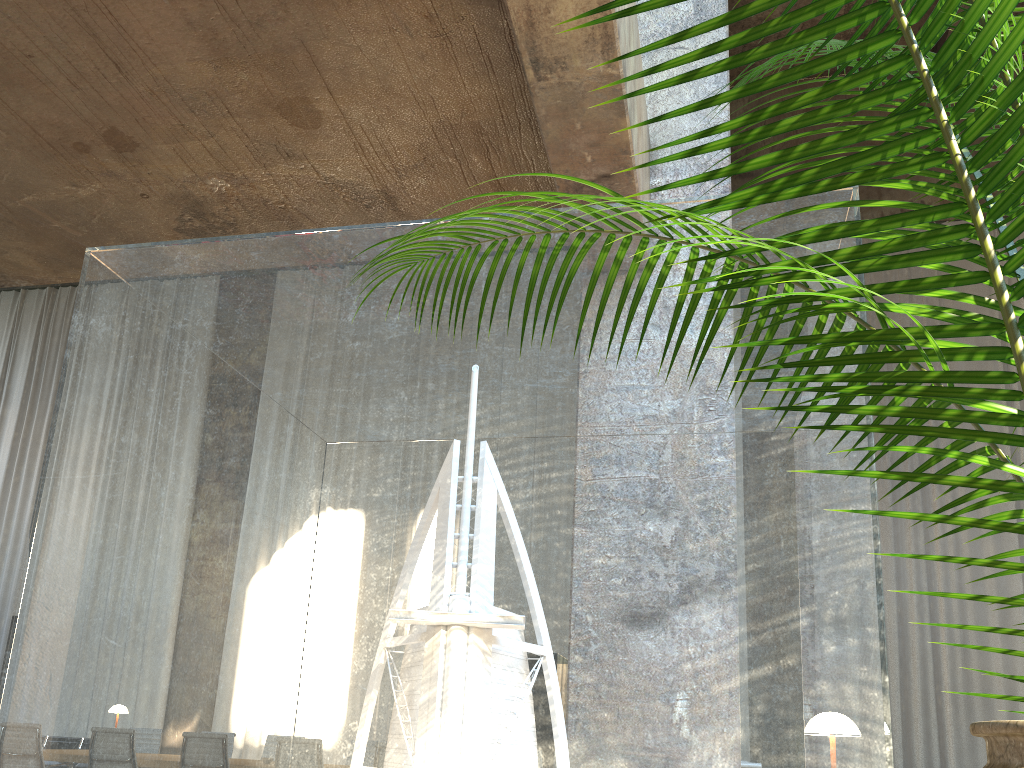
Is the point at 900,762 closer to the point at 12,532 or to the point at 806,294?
the point at 806,294

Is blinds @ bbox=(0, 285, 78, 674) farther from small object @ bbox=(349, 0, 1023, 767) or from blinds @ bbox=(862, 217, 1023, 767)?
small object @ bbox=(349, 0, 1023, 767)

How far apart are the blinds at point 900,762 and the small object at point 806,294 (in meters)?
11.83

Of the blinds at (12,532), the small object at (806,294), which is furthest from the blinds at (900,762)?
the blinds at (12,532)

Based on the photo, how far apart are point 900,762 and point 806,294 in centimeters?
1218cm

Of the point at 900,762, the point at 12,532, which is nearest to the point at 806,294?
the point at 900,762

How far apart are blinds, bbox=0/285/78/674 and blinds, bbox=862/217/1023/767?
13.16m

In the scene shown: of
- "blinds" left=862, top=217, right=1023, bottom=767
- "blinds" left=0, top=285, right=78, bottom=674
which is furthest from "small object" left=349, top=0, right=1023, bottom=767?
"blinds" left=0, top=285, right=78, bottom=674

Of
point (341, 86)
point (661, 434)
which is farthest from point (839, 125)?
point (661, 434)

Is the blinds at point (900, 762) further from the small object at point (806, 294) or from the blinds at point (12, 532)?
the blinds at point (12, 532)
